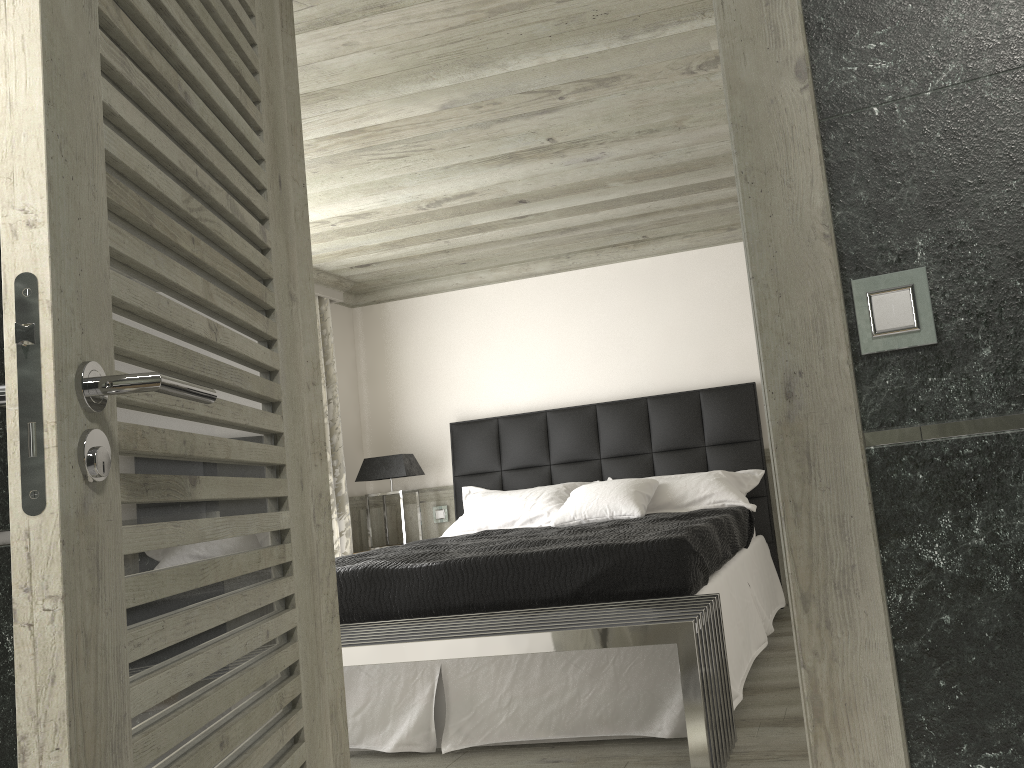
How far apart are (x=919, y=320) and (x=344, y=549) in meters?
5.8 m

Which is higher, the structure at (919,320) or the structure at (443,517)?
the structure at (919,320)

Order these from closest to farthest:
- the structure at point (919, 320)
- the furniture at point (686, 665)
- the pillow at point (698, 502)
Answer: the structure at point (919, 320) → the furniture at point (686, 665) → the pillow at point (698, 502)

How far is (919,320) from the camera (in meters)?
1.37

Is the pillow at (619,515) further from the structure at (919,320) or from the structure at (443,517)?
the structure at (919,320)

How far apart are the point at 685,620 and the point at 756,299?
→ 1.6 meters

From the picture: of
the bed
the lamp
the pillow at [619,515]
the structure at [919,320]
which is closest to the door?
the structure at [919,320]

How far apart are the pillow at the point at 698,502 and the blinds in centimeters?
89cm

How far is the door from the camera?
1.0 meters

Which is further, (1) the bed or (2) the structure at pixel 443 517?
(2) the structure at pixel 443 517
